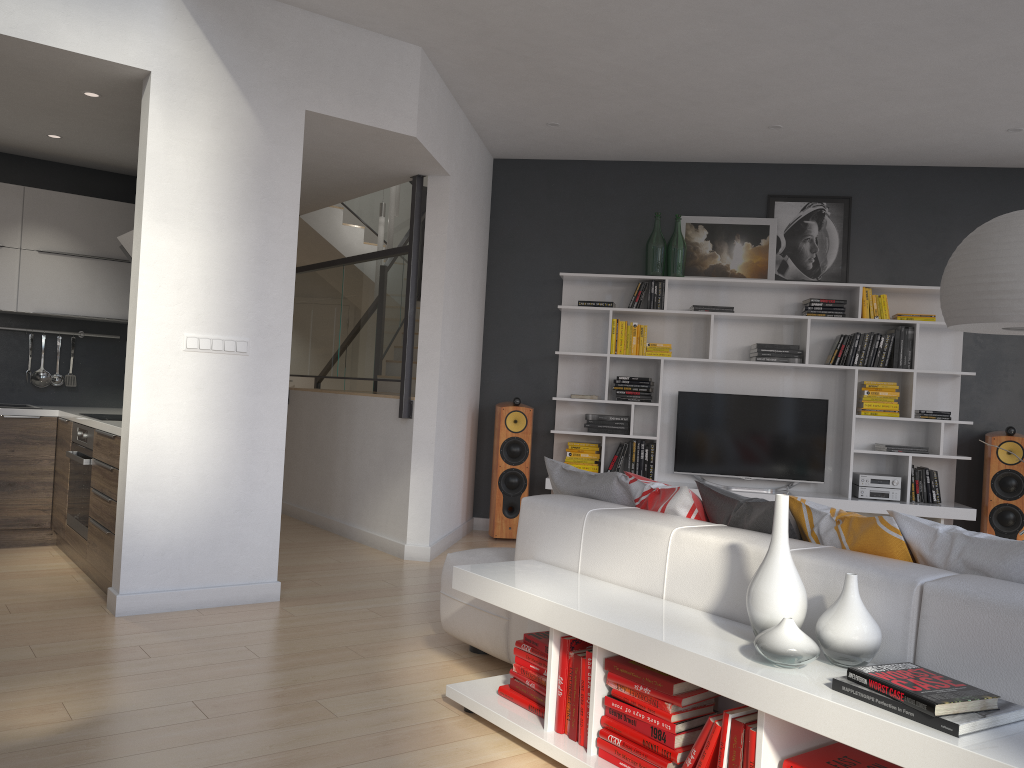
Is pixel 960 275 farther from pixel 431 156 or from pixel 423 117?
pixel 431 156

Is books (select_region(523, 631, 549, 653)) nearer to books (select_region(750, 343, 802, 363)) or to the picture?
books (select_region(750, 343, 802, 363))

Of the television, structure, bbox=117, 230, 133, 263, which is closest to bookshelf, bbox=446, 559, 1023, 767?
structure, bbox=117, 230, 133, 263

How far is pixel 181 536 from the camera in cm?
421

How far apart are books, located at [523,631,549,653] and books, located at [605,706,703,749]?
0.4 meters

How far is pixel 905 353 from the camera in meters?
6.4 m

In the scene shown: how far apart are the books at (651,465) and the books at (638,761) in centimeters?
417cm

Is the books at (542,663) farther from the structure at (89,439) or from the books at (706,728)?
the structure at (89,439)

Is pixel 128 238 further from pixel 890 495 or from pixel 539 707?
pixel 890 495

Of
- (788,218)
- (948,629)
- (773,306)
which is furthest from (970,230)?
(948,629)
